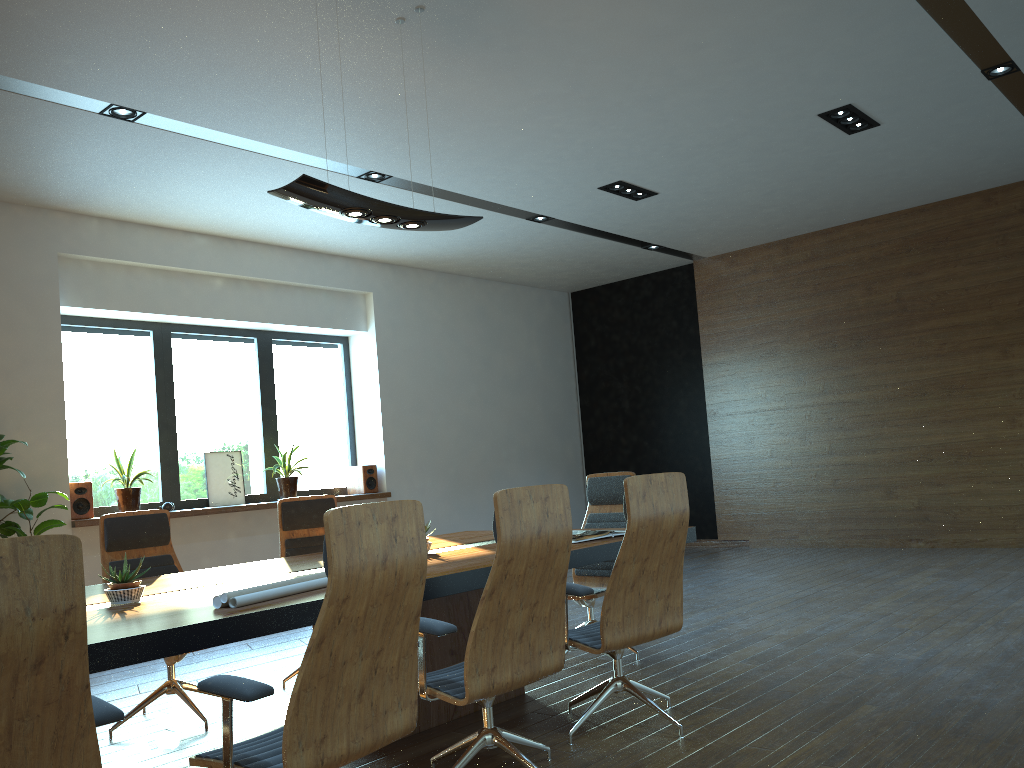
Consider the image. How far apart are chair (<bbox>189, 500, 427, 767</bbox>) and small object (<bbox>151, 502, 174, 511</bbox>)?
5.9 meters

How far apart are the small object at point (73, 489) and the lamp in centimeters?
448cm

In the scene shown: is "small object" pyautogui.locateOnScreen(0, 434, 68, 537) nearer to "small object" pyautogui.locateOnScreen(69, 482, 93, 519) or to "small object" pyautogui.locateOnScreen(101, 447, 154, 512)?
"small object" pyautogui.locateOnScreen(69, 482, 93, 519)

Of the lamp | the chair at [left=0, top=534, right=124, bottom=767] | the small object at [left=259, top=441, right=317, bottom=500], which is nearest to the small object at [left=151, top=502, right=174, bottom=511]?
the small object at [left=259, top=441, right=317, bottom=500]

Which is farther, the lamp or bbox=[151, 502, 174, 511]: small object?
bbox=[151, 502, 174, 511]: small object

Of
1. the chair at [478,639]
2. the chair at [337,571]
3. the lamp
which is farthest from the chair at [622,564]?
the lamp

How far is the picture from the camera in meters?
9.0

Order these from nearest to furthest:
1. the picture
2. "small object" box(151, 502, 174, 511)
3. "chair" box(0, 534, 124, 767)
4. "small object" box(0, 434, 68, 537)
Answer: "chair" box(0, 534, 124, 767), "small object" box(0, 434, 68, 537), "small object" box(151, 502, 174, 511), the picture

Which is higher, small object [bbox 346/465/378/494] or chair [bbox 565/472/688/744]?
small object [bbox 346/465/378/494]

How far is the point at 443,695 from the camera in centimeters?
311cm
